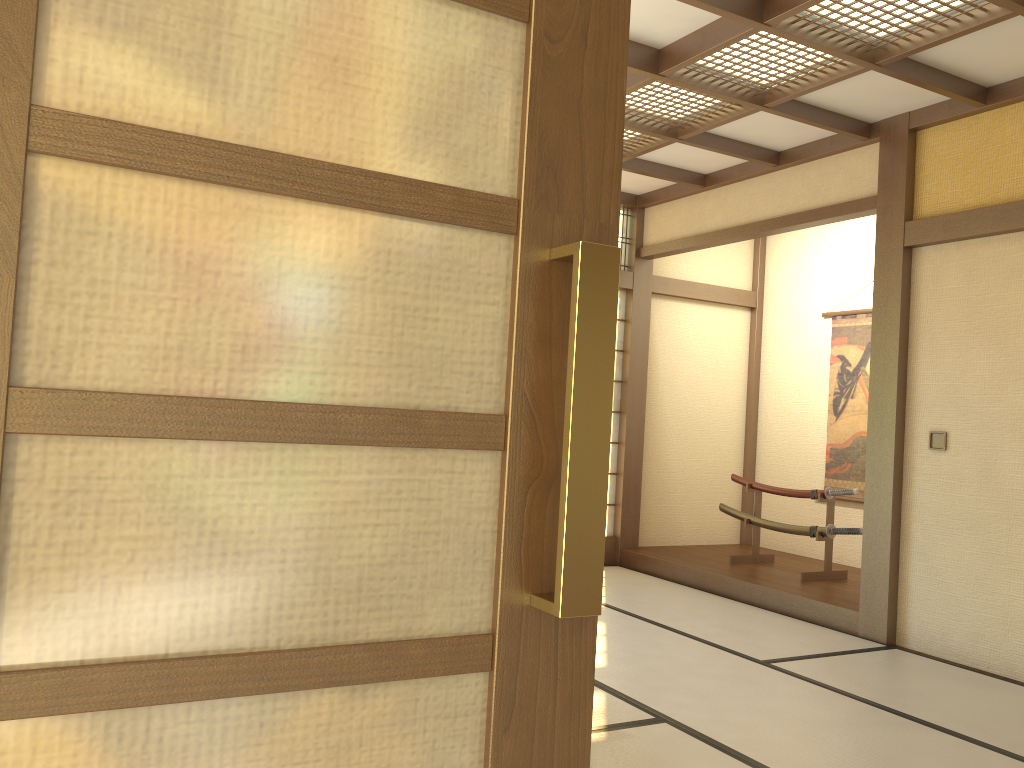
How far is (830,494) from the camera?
6.08m

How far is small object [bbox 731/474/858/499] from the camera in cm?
608

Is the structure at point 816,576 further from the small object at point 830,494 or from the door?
the door

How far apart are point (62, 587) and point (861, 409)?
7.0m

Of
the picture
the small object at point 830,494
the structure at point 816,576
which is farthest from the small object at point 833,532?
the picture

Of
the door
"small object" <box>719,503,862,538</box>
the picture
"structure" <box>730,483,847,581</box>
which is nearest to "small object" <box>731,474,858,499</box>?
"structure" <box>730,483,847,581</box>

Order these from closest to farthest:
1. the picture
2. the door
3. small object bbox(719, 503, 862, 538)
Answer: the door → small object bbox(719, 503, 862, 538) → the picture

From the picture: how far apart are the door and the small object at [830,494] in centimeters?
572cm

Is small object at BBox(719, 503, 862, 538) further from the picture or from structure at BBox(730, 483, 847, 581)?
the picture

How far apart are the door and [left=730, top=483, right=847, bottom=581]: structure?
5.7 meters
